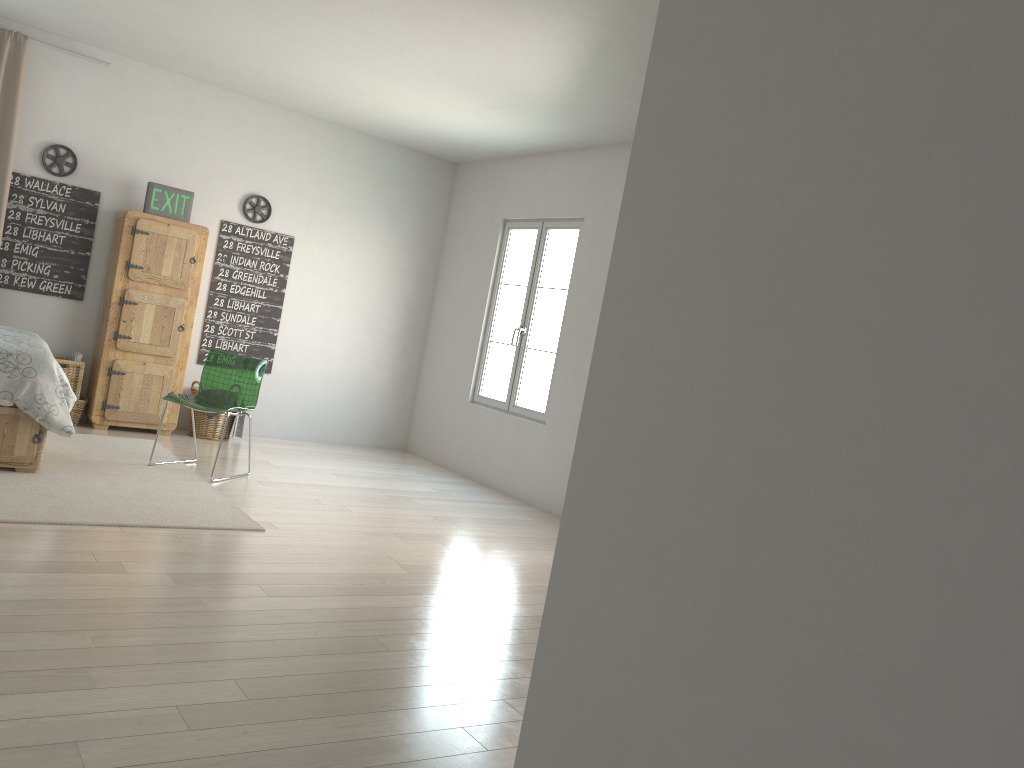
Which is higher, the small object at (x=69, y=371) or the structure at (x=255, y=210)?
the structure at (x=255, y=210)

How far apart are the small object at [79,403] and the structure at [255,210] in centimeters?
193cm

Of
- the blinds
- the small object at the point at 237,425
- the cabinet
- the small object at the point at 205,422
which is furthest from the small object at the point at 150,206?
the small object at the point at 237,425

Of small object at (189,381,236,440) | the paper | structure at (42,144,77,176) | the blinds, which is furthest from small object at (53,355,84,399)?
structure at (42,144,77,176)

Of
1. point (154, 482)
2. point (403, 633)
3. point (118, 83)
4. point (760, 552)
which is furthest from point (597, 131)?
point (760, 552)

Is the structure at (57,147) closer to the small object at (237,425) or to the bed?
the bed

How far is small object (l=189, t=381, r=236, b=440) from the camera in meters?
6.7

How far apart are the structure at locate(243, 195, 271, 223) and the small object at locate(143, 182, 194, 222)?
0.6 meters

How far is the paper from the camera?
6.2 meters

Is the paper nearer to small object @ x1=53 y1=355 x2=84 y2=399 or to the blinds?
small object @ x1=53 y1=355 x2=84 y2=399
